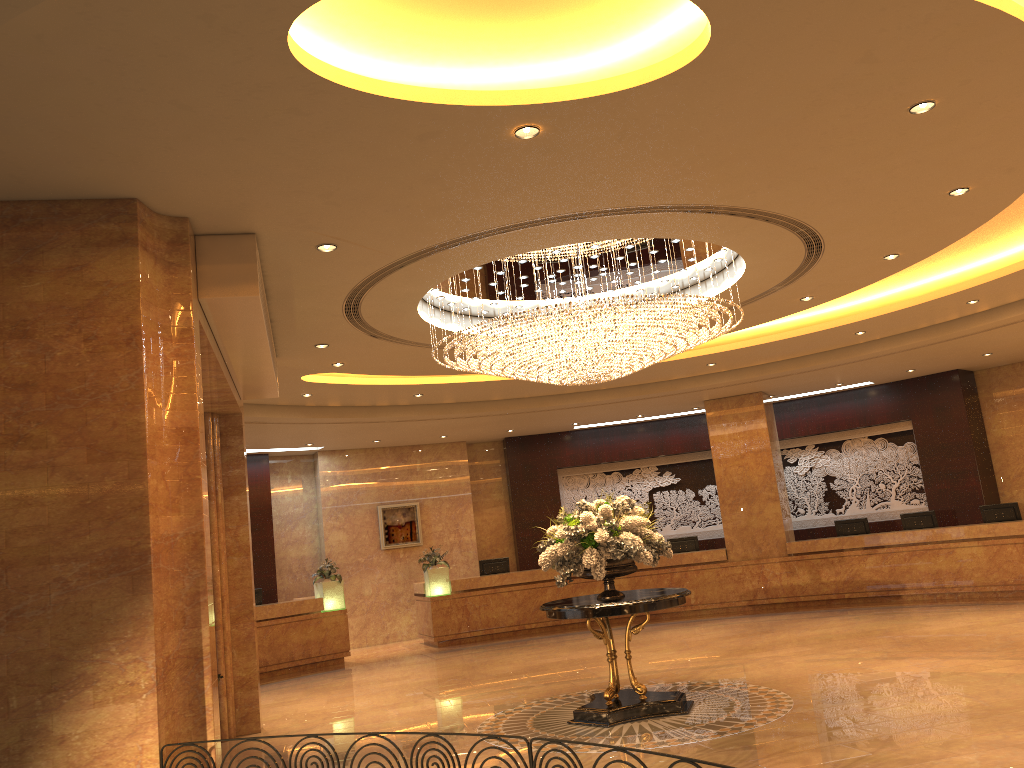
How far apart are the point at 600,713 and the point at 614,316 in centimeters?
362cm

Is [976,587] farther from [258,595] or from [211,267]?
[211,267]

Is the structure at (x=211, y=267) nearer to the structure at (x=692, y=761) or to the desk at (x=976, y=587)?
the structure at (x=692, y=761)

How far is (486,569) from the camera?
17.2m

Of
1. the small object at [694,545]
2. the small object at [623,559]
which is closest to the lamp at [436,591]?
the small object at [694,545]

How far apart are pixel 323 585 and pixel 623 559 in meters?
8.5

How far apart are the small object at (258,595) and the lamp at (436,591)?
3.0 meters

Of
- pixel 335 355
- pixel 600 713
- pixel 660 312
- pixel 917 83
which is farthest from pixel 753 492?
pixel 917 83

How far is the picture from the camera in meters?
18.2

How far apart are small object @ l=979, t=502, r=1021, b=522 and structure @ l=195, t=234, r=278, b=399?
11.7m
